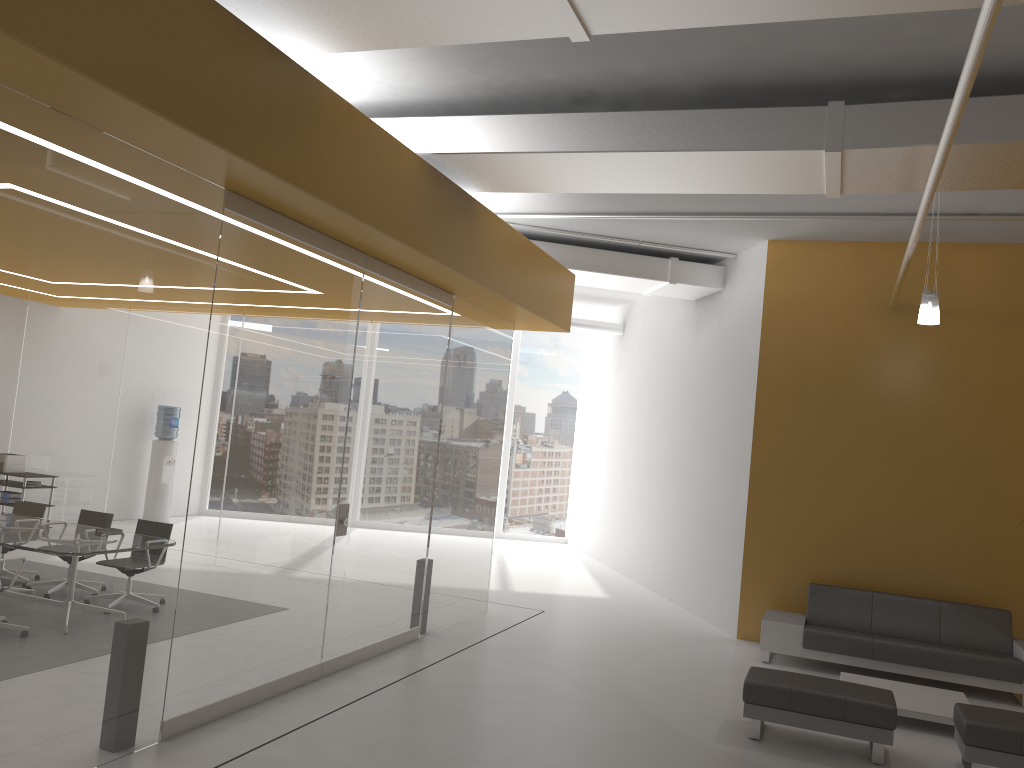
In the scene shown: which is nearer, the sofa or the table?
the table

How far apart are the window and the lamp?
10.67m

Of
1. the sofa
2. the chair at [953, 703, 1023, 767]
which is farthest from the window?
the chair at [953, 703, 1023, 767]

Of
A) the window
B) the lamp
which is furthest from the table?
the window

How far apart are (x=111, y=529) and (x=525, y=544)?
12.7 meters

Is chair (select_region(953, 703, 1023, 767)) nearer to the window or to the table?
the table

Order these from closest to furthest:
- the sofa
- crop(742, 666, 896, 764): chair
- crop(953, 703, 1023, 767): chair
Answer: crop(953, 703, 1023, 767): chair → crop(742, 666, 896, 764): chair → the sofa

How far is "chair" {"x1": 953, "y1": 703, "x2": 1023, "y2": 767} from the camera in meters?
5.7 m

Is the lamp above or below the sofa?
above

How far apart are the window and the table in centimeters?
1004cm
